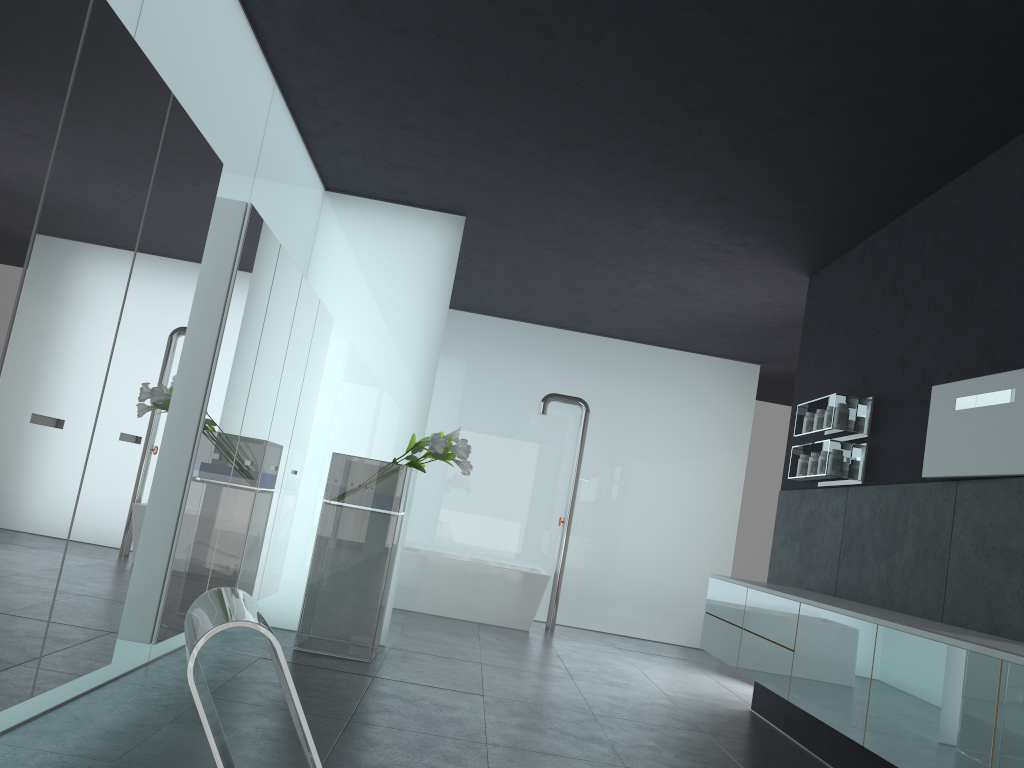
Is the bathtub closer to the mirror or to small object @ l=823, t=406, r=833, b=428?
small object @ l=823, t=406, r=833, b=428

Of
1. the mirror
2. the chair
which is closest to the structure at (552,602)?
the mirror

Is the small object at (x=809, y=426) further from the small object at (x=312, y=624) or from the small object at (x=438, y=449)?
the small object at (x=312, y=624)

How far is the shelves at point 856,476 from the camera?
6.1m

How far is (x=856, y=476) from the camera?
6.1m

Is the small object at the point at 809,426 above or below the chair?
above

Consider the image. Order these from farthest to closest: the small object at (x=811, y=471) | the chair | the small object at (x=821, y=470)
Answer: the small object at (x=811, y=471) → the small object at (x=821, y=470) → the chair

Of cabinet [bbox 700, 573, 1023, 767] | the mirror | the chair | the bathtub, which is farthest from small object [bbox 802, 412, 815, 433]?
the chair

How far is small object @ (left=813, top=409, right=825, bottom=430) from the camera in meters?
6.5

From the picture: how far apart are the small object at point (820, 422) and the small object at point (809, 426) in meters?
0.2
